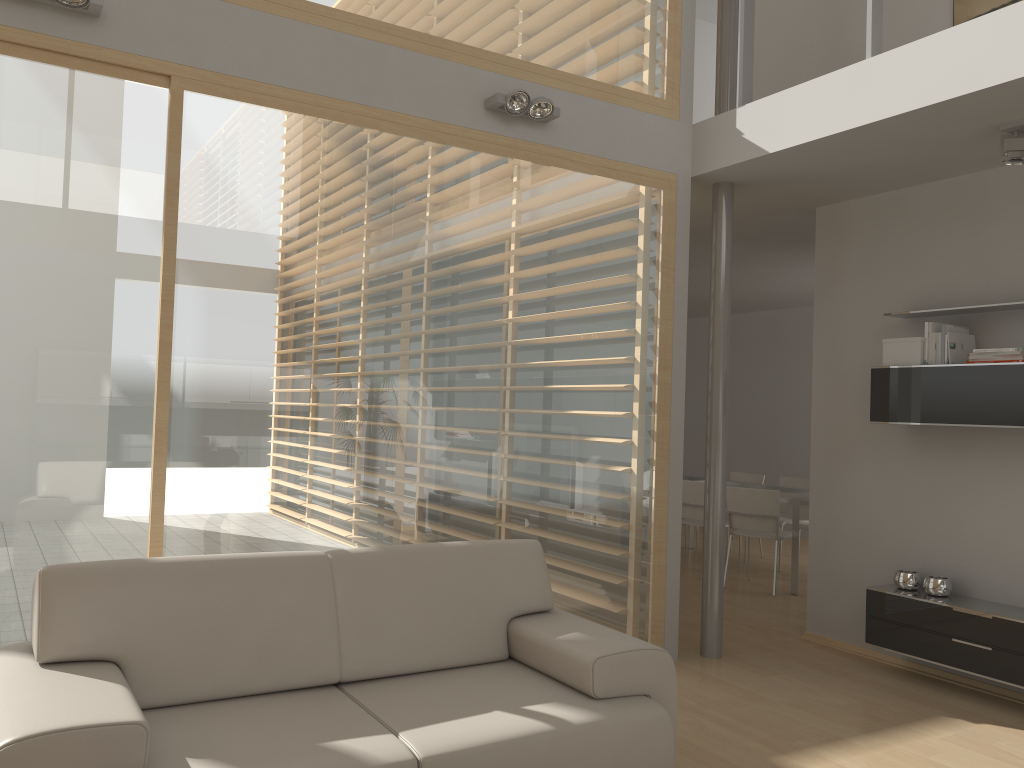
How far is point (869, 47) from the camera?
4.1 meters

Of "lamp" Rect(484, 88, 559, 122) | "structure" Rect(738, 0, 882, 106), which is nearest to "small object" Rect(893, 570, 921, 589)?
"structure" Rect(738, 0, 882, 106)

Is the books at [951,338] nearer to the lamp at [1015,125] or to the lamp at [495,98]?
the lamp at [1015,125]

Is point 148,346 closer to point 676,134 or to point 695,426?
point 676,134

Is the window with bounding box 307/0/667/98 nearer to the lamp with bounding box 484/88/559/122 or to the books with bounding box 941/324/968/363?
the lamp with bounding box 484/88/559/122

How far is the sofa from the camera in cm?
233

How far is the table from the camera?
6.9 meters

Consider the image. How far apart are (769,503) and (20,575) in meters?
5.3 m

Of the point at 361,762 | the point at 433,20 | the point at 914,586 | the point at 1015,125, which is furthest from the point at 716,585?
the point at 433,20

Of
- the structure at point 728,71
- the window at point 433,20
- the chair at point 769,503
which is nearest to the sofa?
the window at point 433,20
